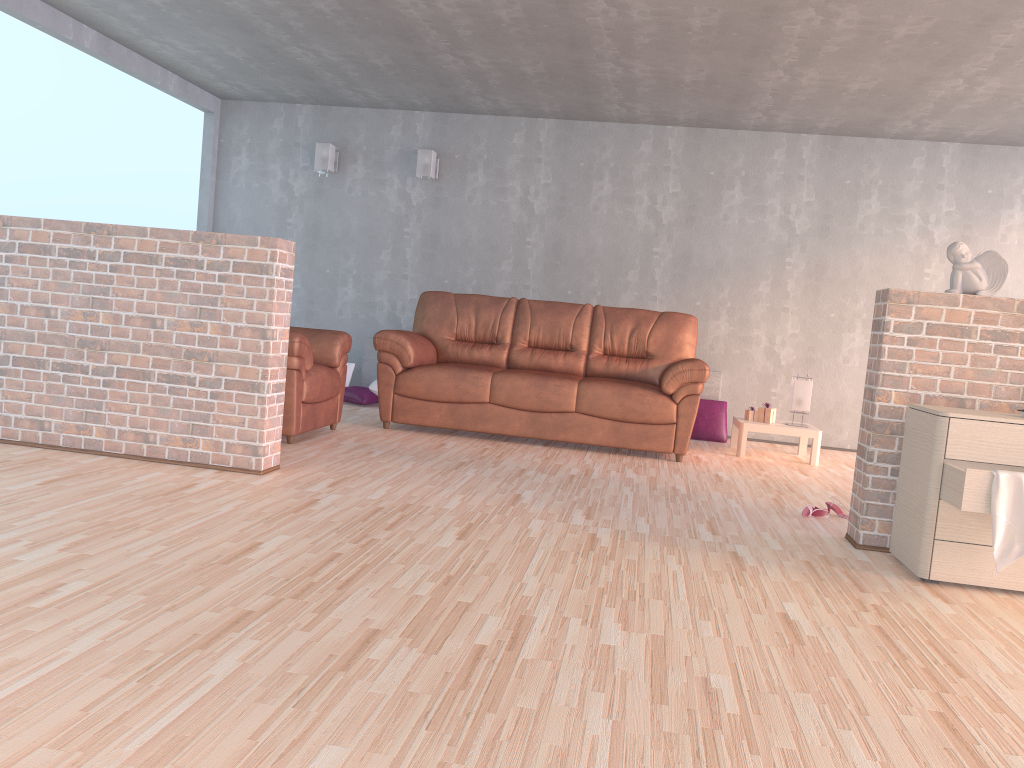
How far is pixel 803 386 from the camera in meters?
6.2 m

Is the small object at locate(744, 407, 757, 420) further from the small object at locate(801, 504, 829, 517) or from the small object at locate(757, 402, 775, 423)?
the small object at locate(801, 504, 829, 517)

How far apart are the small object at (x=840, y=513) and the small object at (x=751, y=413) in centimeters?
204cm

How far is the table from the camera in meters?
6.0 m

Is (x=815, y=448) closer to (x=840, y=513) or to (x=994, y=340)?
(x=840, y=513)

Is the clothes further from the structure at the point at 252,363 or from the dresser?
the structure at the point at 252,363

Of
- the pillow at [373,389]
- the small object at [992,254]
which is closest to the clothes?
the small object at [992,254]

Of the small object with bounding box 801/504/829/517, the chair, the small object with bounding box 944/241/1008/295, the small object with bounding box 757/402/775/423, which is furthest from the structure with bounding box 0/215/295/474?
the small object with bounding box 757/402/775/423

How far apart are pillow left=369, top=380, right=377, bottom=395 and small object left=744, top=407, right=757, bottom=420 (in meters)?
2.88

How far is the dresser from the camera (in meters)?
3.04
